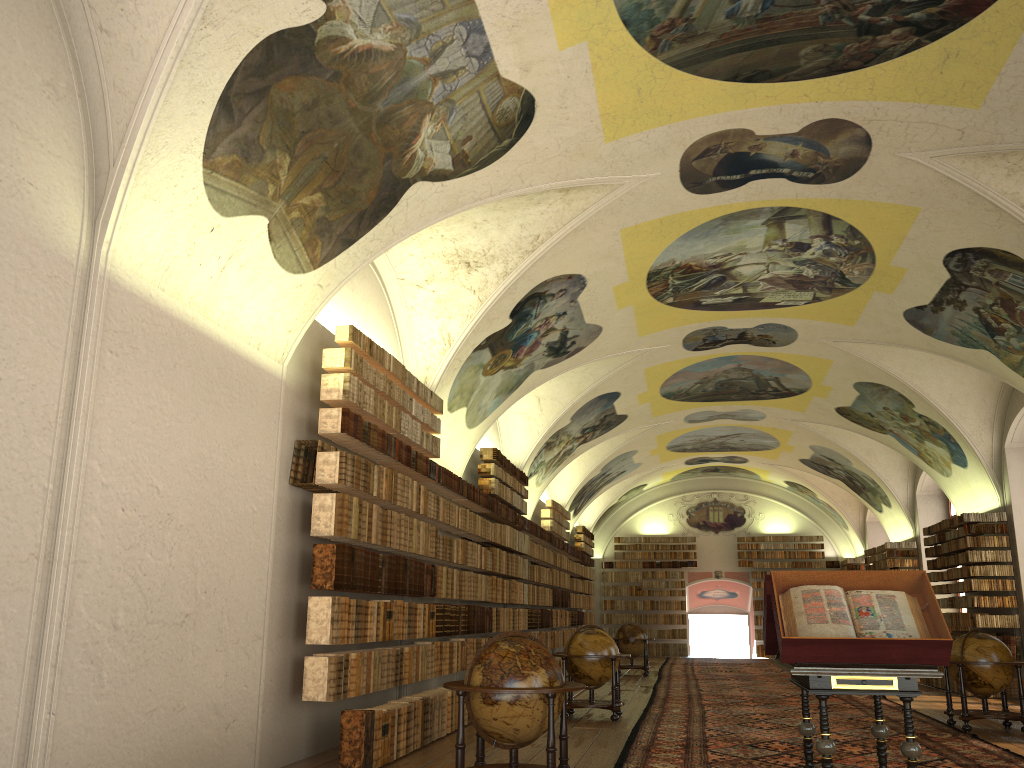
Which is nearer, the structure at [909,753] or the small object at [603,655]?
the structure at [909,753]

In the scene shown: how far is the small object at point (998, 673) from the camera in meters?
12.8

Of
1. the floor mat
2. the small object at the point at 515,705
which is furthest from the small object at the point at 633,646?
the small object at the point at 515,705

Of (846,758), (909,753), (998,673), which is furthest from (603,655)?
(909,753)

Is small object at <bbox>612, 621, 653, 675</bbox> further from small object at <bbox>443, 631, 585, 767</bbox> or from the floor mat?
small object at <bbox>443, 631, 585, 767</bbox>

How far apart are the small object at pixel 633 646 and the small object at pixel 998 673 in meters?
11.3 m

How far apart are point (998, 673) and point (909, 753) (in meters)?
7.30

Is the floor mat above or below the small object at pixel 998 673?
below

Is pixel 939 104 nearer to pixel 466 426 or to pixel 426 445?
pixel 426 445

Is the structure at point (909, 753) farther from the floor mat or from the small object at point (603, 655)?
the small object at point (603, 655)
